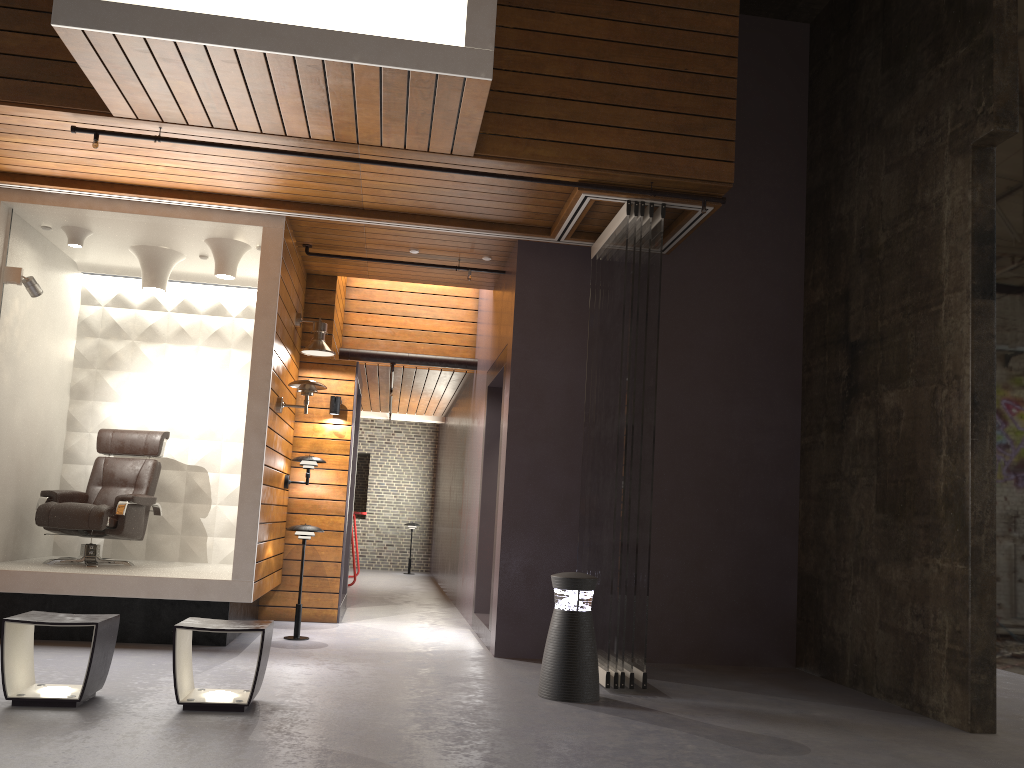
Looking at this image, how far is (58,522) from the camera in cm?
639

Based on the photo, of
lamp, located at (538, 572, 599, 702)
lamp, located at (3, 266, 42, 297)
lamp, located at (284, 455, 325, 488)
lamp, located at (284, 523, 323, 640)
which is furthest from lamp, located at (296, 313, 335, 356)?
lamp, located at (538, 572, 599, 702)

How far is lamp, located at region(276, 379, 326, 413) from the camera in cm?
649

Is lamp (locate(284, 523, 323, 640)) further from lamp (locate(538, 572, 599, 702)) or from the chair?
lamp (locate(538, 572, 599, 702))

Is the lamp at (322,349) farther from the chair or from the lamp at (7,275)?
the lamp at (7,275)

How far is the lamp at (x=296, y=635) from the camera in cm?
655

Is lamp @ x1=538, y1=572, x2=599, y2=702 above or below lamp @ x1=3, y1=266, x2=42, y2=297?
below

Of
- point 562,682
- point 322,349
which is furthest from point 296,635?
point 562,682

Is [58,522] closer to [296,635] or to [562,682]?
[296,635]

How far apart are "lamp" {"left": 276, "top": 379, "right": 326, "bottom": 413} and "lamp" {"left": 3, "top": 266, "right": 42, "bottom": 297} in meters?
1.8
